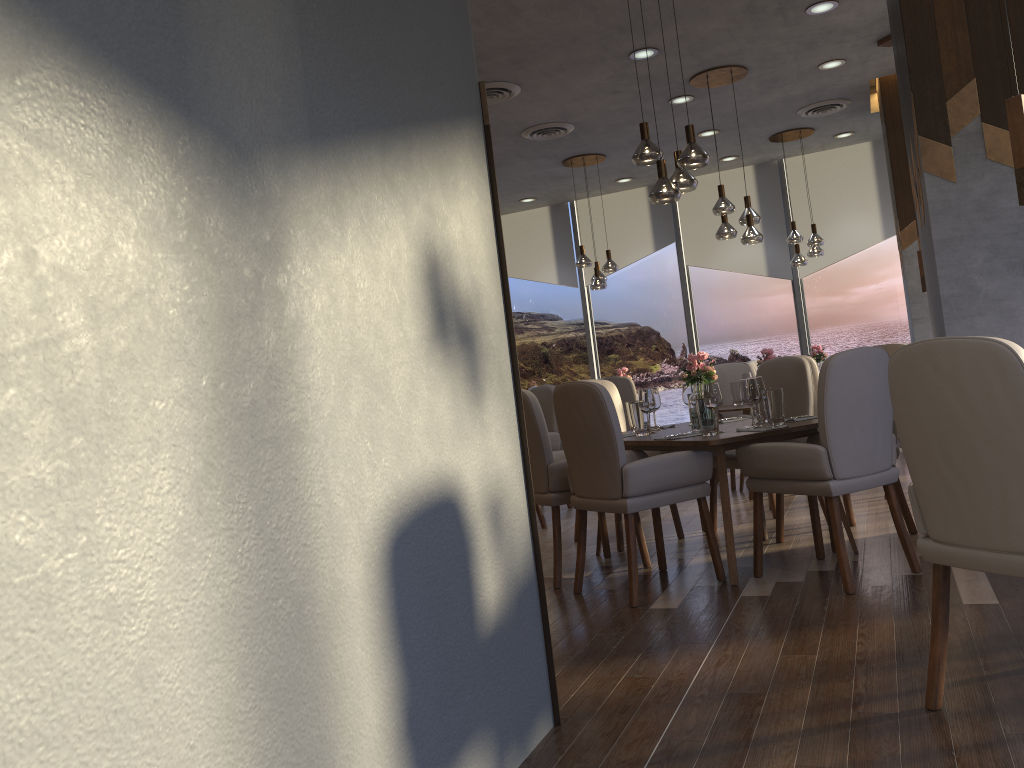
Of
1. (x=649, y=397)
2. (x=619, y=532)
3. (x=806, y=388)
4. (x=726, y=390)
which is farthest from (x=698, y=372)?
(x=726, y=390)

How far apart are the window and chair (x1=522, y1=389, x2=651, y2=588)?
5.80m

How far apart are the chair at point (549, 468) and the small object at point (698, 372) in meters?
0.6 m

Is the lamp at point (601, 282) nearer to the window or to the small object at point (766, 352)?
the window

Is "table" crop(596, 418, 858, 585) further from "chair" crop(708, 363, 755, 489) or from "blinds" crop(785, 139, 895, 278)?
"blinds" crop(785, 139, 895, 278)

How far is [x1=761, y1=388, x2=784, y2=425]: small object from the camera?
4.3m

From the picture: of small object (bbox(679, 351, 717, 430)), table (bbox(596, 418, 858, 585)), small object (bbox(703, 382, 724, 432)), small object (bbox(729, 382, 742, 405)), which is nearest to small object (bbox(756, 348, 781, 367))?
small object (bbox(729, 382, 742, 405))

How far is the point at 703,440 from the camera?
4.0 meters

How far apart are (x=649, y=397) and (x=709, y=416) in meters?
0.7

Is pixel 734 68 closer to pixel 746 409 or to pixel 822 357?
pixel 746 409
